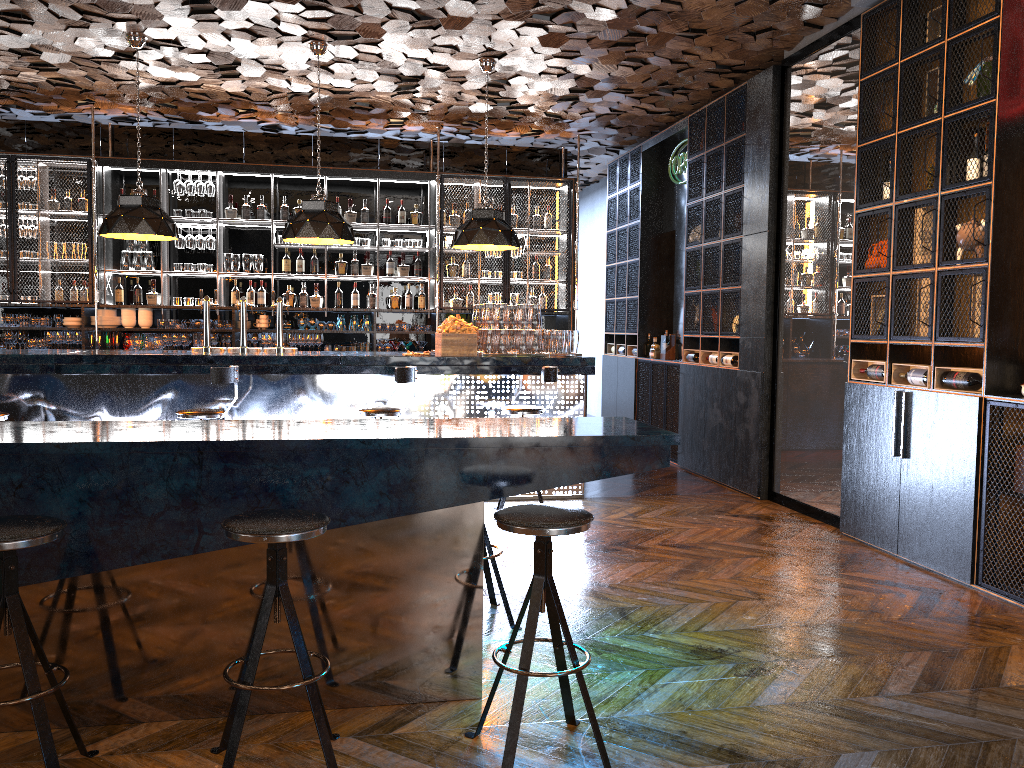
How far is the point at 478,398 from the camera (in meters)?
7.05

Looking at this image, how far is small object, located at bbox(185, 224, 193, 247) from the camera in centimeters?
939cm

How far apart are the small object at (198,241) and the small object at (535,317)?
4.2m

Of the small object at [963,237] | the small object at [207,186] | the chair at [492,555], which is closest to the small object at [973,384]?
the small object at [963,237]

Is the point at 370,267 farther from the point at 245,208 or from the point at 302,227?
the point at 302,227

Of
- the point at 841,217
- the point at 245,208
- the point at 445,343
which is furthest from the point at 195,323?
the point at 841,217

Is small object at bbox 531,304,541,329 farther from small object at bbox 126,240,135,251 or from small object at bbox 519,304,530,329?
small object at bbox 126,240,135,251

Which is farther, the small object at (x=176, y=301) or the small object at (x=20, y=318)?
the small object at (x=176, y=301)

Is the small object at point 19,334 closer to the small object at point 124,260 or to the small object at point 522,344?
the small object at point 124,260

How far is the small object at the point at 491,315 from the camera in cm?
715
